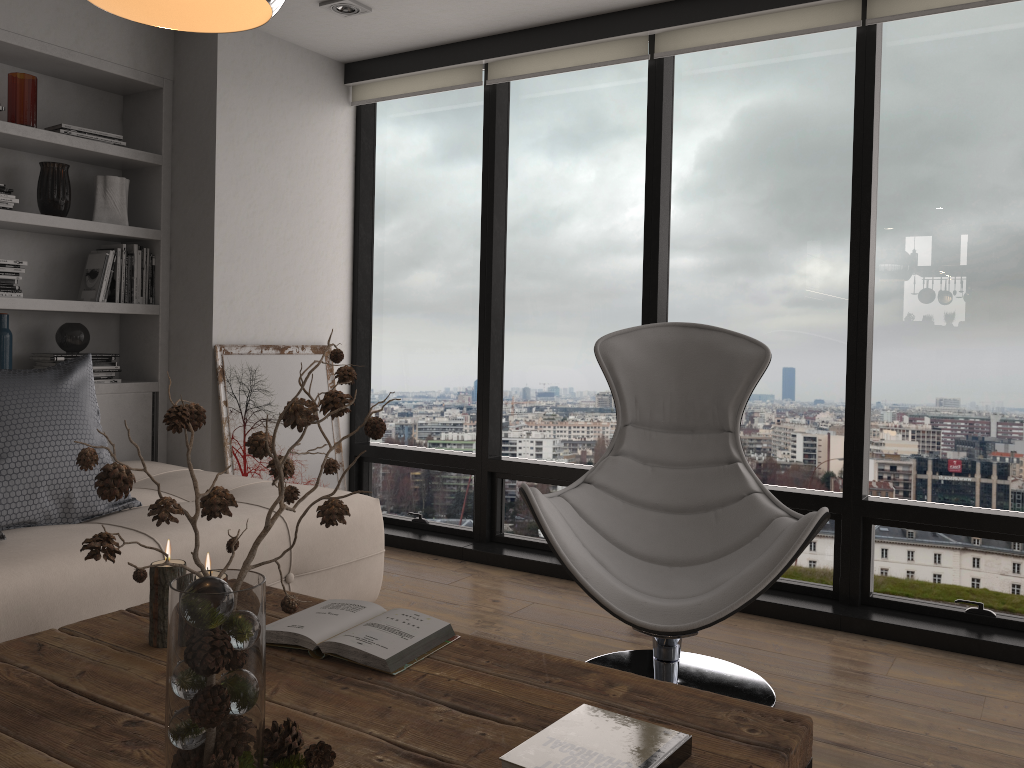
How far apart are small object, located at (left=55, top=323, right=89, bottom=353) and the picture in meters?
0.5

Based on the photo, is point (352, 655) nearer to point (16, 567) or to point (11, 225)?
point (16, 567)

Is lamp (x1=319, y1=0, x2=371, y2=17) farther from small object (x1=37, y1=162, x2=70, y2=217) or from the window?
small object (x1=37, y1=162, x2=70, y2=217)

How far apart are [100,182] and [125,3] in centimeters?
286cm

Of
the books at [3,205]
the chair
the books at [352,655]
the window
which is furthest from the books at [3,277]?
the books at [352,655]

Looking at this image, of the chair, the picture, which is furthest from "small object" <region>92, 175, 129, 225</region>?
the chair

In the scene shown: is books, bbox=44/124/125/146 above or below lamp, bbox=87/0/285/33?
above

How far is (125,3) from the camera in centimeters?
128cm

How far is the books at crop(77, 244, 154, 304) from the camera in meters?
3.8

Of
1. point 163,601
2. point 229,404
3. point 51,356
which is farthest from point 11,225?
point 163,601
